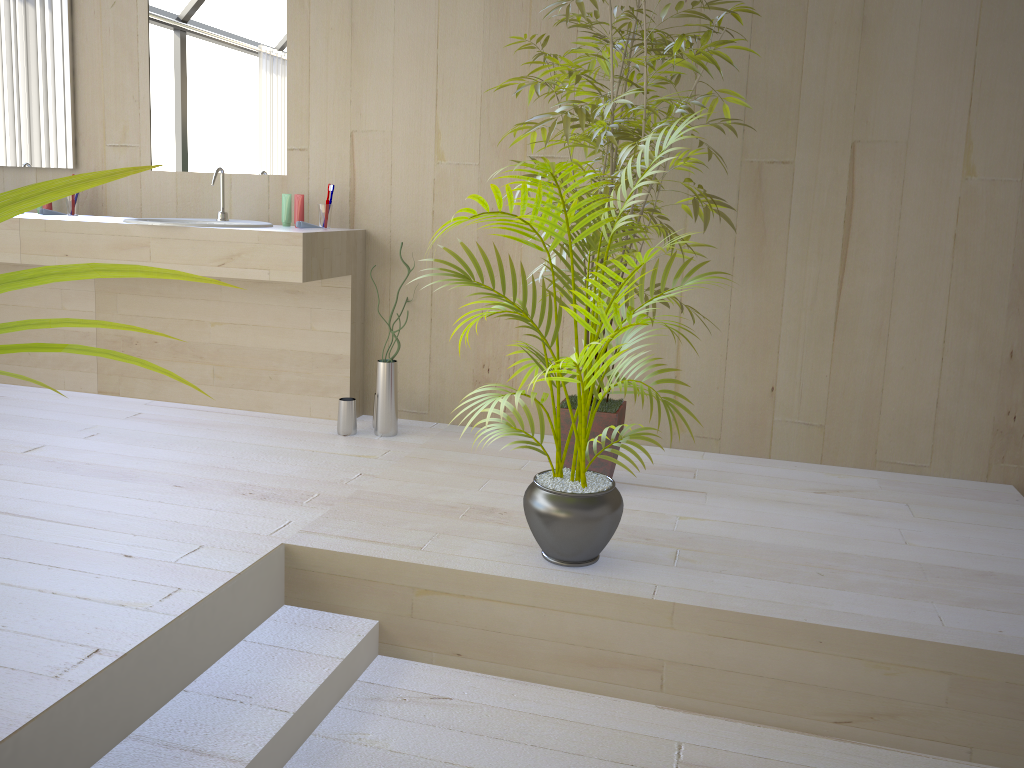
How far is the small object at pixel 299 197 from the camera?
3.5 meters

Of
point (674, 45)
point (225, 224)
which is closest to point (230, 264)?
point (225, 224)

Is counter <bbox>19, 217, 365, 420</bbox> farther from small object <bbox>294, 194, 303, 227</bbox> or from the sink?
small object <bbox>294, 194, 303, 227</bbox>

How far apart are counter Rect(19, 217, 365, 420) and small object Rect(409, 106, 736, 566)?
1.04m

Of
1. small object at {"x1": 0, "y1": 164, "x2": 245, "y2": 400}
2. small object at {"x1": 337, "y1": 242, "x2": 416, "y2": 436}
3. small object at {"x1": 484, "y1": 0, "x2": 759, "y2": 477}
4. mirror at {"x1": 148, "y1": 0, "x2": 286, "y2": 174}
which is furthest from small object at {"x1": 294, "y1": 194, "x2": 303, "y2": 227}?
small object at {"x1": 0, "y1": 164, "x2": 245, "y2": 400}

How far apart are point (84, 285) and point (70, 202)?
0.4 meters

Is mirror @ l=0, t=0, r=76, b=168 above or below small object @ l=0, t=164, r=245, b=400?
above

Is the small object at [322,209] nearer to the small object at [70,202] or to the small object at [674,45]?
the small object at [674,45]

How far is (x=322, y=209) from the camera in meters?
3.5 m

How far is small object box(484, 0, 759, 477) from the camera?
2.51m
